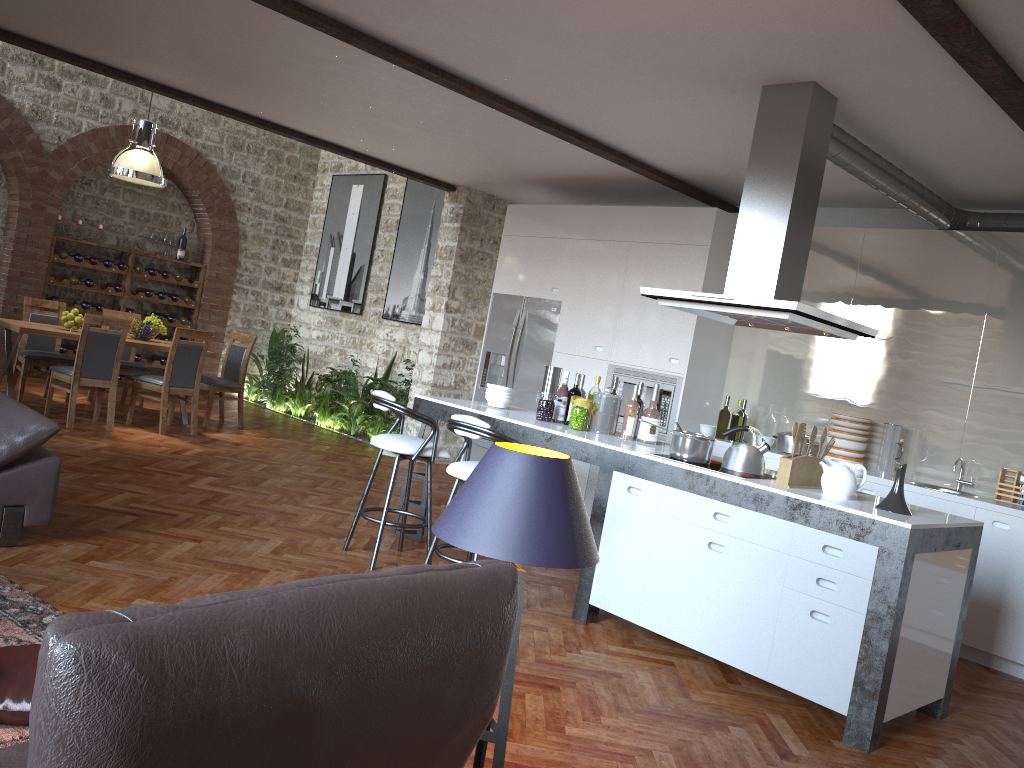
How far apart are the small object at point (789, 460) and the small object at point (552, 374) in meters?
1.9 m

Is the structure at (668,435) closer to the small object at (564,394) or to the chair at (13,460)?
the small object at (564,394)

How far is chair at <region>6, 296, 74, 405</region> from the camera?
8.45m

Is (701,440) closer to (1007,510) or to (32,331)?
(1007,510)

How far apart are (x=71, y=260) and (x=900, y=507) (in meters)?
9.85

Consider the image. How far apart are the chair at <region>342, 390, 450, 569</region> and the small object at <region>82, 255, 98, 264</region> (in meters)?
7.08

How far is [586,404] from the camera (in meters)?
5.23

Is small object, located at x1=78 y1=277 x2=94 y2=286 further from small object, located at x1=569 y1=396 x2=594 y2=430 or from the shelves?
small object, located at x1=569 y1=396 x2=594 y2=430

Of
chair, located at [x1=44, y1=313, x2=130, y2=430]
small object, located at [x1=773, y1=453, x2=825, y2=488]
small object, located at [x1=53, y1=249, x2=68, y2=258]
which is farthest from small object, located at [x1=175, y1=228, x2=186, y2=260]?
small object, located at [x1=773, y1=453, x2=825, y2=488]

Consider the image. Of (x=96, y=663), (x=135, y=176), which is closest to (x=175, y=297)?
(x=135, y=176)
